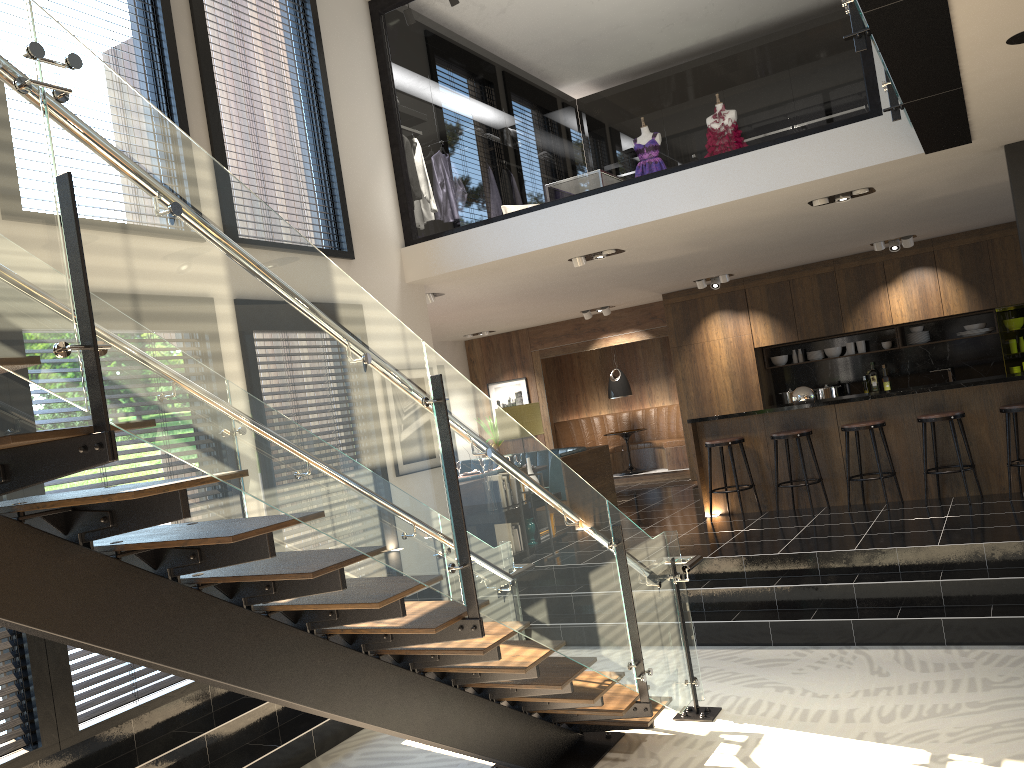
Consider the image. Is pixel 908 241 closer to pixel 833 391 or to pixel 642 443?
pixel 833 391

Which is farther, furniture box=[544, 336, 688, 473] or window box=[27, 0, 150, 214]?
furniture box=[544, 336, 688, 473]

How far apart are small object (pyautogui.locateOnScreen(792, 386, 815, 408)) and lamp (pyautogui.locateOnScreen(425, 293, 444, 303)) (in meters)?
3.73

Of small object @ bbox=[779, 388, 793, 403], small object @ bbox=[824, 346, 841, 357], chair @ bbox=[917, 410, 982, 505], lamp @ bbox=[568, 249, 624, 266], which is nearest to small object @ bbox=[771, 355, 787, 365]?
small object @ bbox=[779, 388, 793, 403]

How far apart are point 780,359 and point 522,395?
4.3m

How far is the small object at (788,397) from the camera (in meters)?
12.01

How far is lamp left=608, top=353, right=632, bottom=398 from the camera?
13.8m

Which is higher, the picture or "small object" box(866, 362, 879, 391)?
the picture

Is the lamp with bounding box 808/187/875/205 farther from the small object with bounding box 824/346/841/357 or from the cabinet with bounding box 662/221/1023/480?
the small object with bounding box 824/346/841/357

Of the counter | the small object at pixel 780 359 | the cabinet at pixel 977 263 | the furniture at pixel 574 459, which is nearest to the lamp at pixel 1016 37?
the counter
